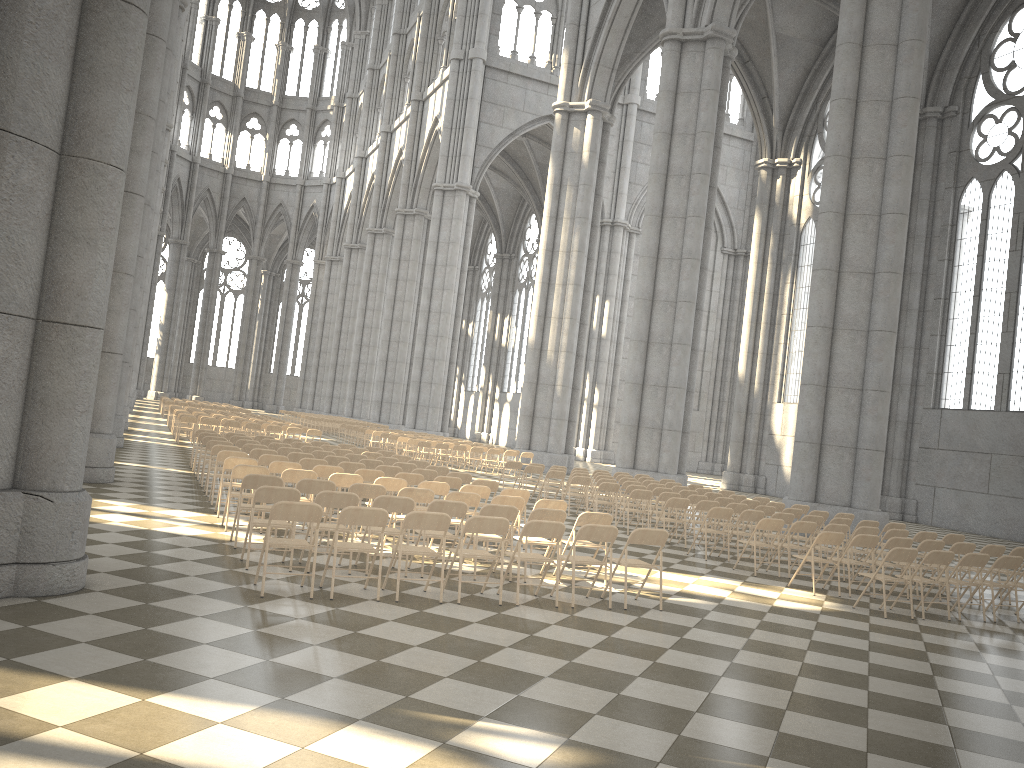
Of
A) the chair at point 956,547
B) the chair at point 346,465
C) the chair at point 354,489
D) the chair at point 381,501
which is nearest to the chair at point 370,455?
the chair at point 346,465

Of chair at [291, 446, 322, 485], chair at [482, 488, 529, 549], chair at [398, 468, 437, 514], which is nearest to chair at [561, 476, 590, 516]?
chair at [398, 468, 437, 514]

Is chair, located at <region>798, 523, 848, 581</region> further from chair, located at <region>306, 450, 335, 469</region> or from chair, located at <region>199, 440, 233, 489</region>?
chair, located at <region>199, 440, 233, 489</region>

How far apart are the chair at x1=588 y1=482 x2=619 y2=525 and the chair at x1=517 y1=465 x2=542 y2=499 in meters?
3.4

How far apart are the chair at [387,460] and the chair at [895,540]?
8.4 meters

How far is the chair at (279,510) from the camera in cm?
748

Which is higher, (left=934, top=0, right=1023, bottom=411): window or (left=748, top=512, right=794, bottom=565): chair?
(left=934, top=0, right=1023, bottom=411): window

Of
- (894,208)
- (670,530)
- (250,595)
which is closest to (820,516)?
(670,530)

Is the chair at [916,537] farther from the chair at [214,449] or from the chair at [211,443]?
the chair at [211,443]

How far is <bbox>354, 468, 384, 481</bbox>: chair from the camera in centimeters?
1242cm
